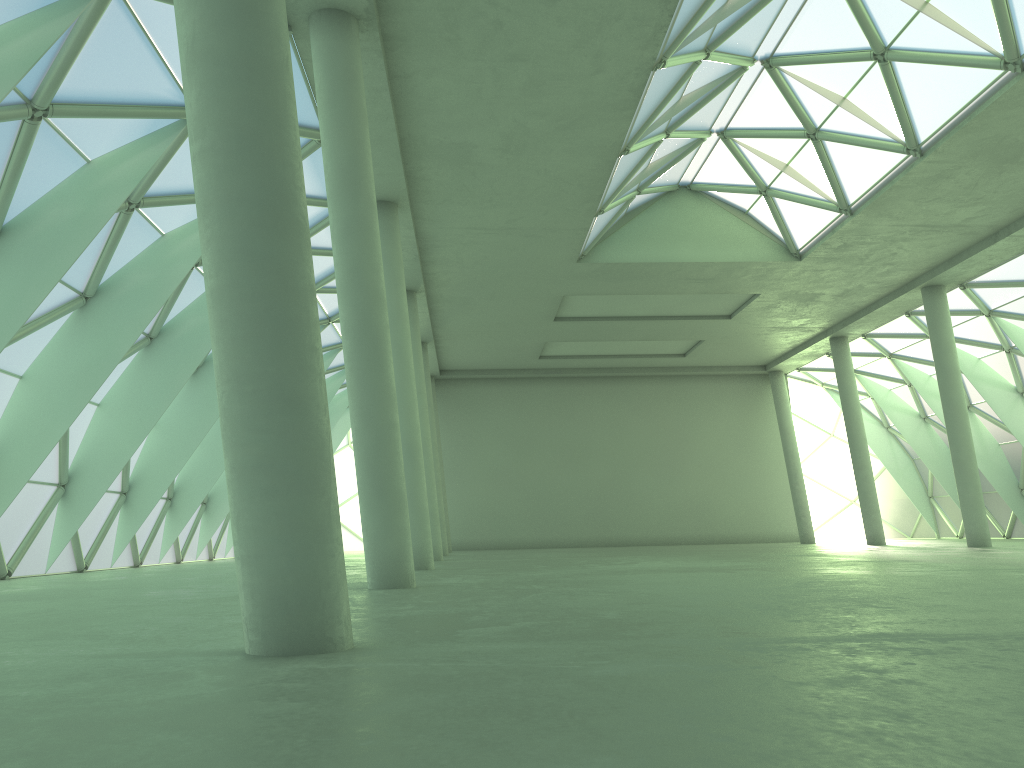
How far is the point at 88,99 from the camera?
19.1 meters

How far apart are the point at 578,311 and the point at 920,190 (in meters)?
20.74
